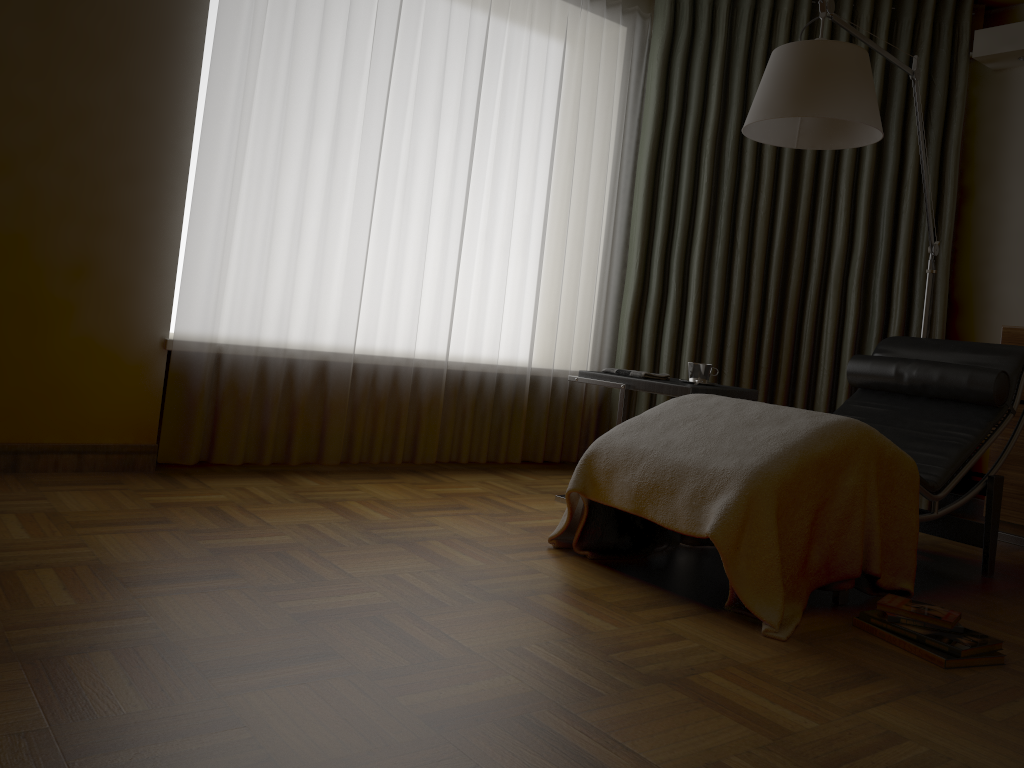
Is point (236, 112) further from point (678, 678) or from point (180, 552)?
point (678, 678)

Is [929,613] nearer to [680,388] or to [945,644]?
[945,644]

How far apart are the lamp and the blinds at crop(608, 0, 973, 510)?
0.5 meters

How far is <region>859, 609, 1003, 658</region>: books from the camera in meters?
2.1

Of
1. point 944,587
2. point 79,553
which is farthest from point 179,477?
point 944,587

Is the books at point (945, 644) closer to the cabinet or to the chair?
the chair

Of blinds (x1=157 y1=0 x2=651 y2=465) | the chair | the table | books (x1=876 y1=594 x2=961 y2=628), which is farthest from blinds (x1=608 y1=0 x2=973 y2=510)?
books (x1=876 y1=594 x2=961 y2=628)

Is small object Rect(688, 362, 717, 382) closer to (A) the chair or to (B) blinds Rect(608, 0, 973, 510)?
(A) the chair

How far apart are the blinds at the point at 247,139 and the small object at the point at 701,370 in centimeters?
90cm

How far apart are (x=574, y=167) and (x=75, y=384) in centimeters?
235cm
